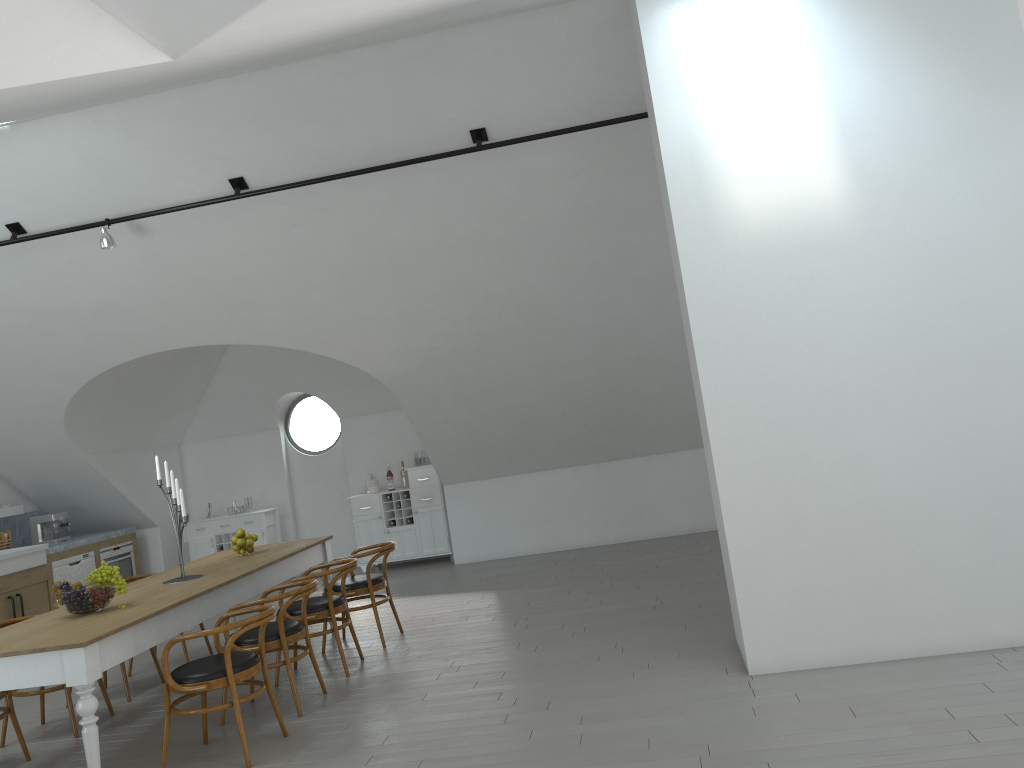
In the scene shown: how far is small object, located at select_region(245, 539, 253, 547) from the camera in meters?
6.9

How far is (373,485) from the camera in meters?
10.7 m

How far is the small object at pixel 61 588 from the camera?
5.0 meters

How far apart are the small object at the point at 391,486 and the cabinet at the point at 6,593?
3.1m

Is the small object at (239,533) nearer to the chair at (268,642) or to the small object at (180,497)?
the small object at (180,497)

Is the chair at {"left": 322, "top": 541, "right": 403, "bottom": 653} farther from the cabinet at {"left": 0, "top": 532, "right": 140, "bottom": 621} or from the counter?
the counter

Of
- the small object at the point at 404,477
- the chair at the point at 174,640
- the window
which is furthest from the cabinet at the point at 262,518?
the chair at the point at 174,640

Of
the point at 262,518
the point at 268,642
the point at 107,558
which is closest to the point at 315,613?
the point at 268,642

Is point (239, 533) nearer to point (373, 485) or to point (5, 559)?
point (5, 559)

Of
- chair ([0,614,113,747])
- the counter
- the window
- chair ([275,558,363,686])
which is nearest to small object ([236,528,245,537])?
chair ([275,558,363,686])
